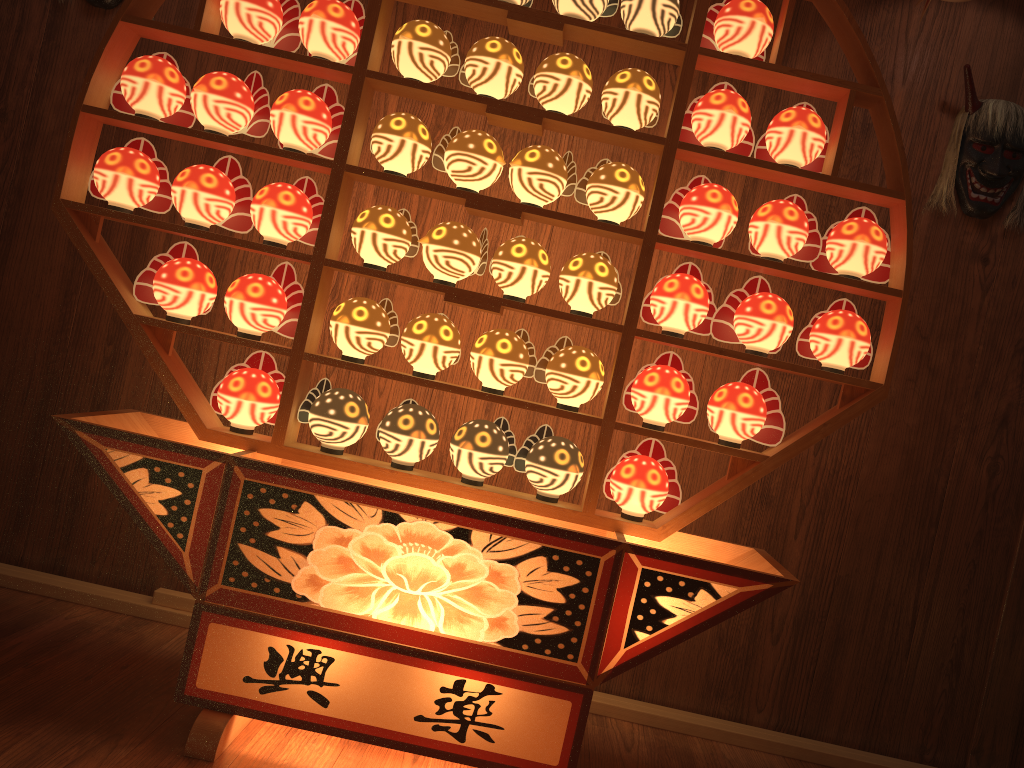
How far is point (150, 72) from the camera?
2.0m

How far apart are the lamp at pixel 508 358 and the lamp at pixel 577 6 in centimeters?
75cm

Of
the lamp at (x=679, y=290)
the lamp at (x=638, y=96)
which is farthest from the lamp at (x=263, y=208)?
the lamp at (x=679, y=290)

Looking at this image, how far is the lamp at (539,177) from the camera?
2.0 meters

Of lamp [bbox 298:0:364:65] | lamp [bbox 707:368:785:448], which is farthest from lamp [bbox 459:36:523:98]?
lamp [bbox 707:368:785:448]

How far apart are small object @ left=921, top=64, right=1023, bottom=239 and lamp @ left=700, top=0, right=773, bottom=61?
0.8m

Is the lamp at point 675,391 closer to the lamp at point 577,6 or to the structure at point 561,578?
the structure at point 561,578

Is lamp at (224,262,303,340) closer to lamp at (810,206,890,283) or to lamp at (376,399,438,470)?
lamp at (376,399,438,470)

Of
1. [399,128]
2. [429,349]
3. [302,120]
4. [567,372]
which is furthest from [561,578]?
[302,120]

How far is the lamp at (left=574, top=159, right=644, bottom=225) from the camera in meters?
2.0
